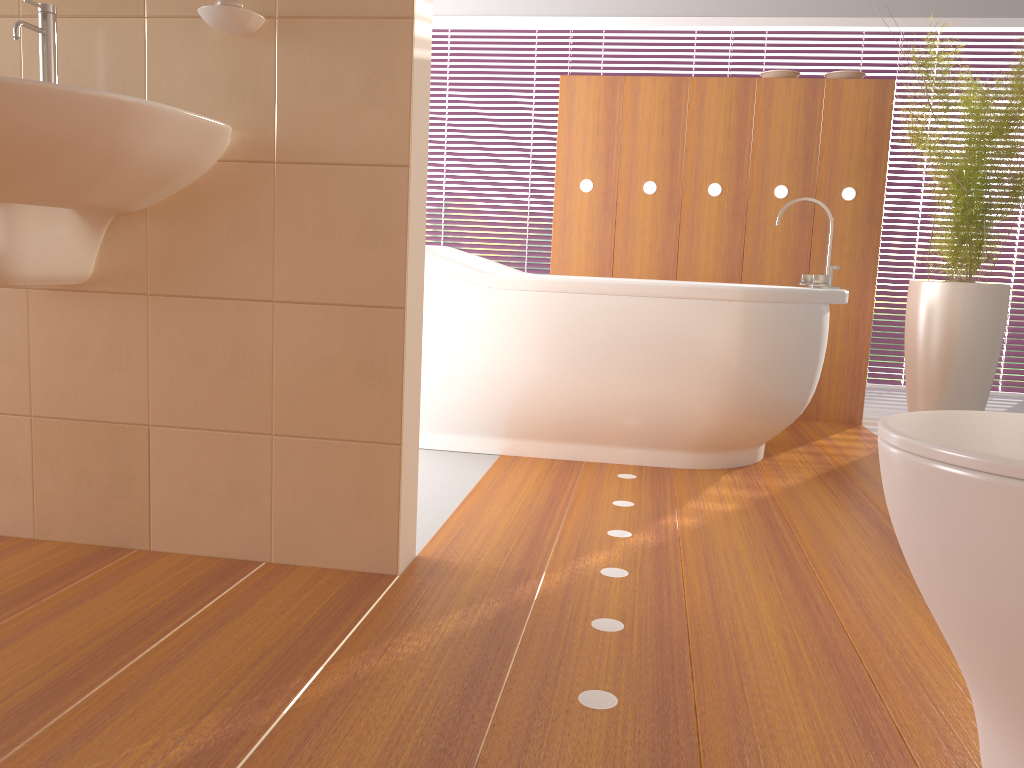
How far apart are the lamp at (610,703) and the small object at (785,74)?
2.56m

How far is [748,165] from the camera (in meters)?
3.82

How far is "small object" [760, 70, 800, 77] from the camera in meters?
3.8

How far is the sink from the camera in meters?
1.3 m

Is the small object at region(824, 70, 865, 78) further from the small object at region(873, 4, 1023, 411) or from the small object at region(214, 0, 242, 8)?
the small object at region(214, 0, 242, 8)

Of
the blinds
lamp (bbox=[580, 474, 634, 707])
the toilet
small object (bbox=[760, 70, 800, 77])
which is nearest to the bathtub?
lamp (bbox=[580, 474, 634, 707])

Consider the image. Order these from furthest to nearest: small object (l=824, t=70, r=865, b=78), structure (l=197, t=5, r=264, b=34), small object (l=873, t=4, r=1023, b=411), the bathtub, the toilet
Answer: small object (l=824, t=70, r=865, b=78) → small object (l=873, t=4, r=1023, b=411) → the bathtub → structure (l=197, t=5, r=264, b=34) → the toilet

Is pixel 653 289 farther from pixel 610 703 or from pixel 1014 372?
pixel 1014 372

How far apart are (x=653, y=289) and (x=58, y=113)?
1.78m

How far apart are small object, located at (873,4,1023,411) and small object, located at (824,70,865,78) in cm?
44
